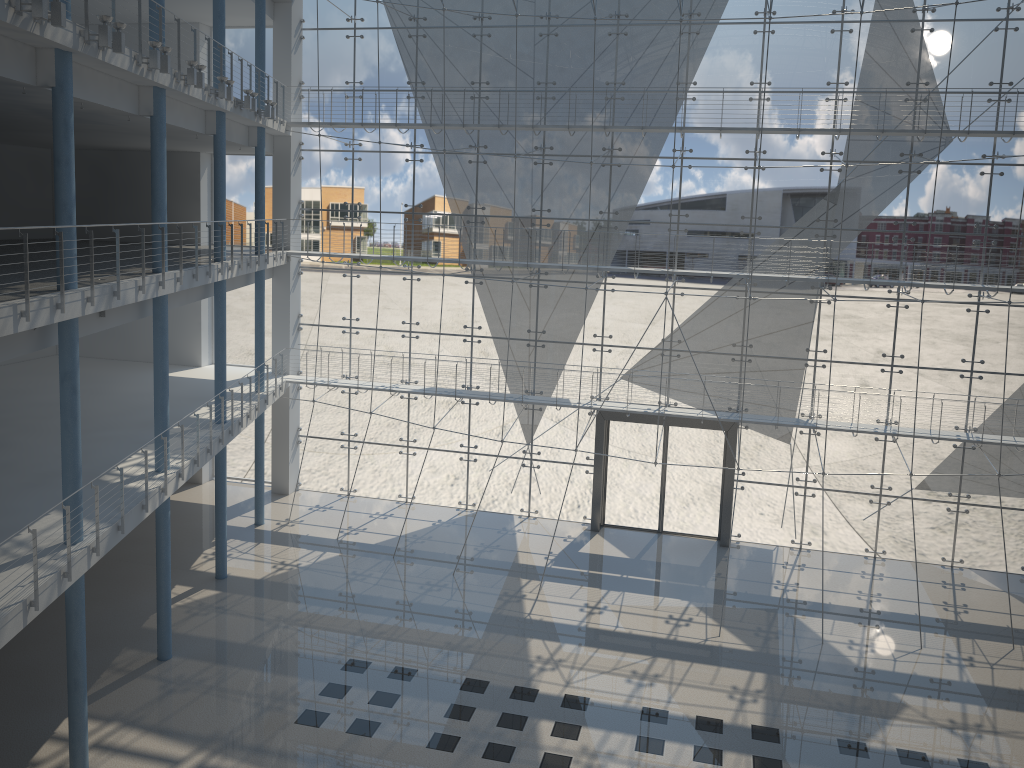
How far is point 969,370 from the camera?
3.2m

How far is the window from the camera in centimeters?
311cm

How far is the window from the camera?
3.1m
